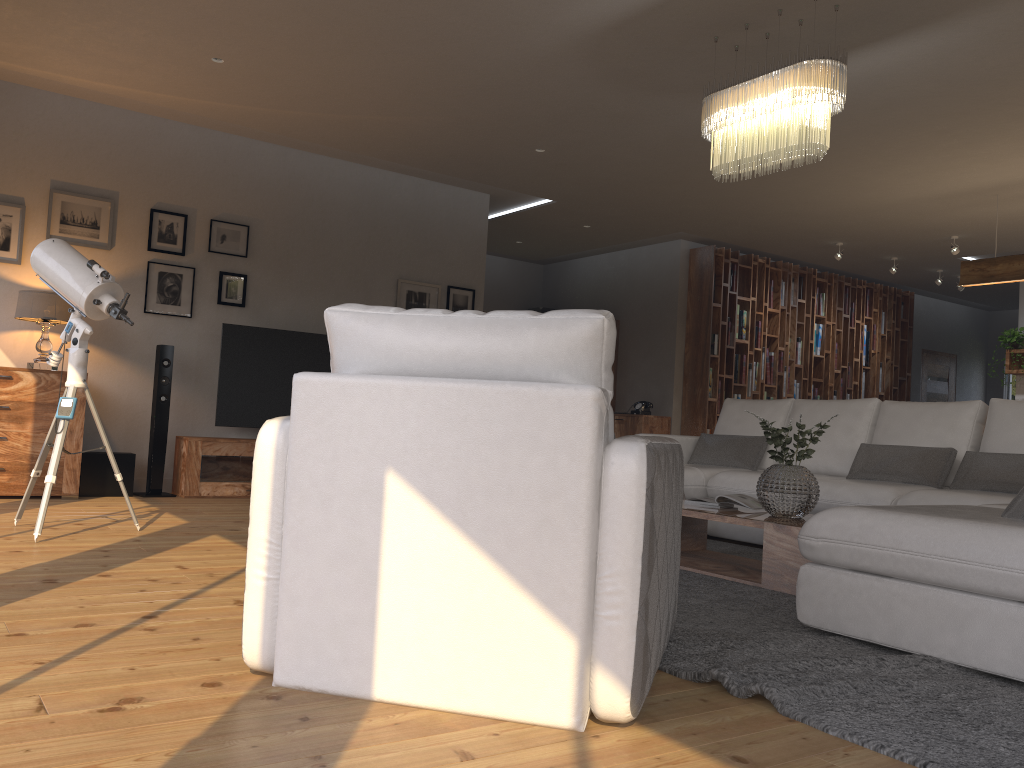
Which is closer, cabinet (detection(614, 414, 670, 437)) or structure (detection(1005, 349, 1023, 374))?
structure (detection(1005, 349, 1023, 374))

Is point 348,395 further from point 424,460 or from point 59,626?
point 59,626

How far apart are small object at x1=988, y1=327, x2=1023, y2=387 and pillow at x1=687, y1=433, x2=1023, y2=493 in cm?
481

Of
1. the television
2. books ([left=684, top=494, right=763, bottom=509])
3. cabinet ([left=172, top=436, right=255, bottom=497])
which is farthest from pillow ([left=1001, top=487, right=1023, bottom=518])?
the television

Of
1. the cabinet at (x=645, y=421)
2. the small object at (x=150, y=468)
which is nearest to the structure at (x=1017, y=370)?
the cabinet at (x=645, y=421)

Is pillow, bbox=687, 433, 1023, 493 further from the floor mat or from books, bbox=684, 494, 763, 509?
books, bbox=684, 494, 763, 509

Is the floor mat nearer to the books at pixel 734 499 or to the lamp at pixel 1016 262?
the books at pixel 734 499

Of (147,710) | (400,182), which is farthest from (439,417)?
(400,182)

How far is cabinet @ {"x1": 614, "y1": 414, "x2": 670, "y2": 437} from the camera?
9.5m

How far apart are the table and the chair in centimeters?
126cm
